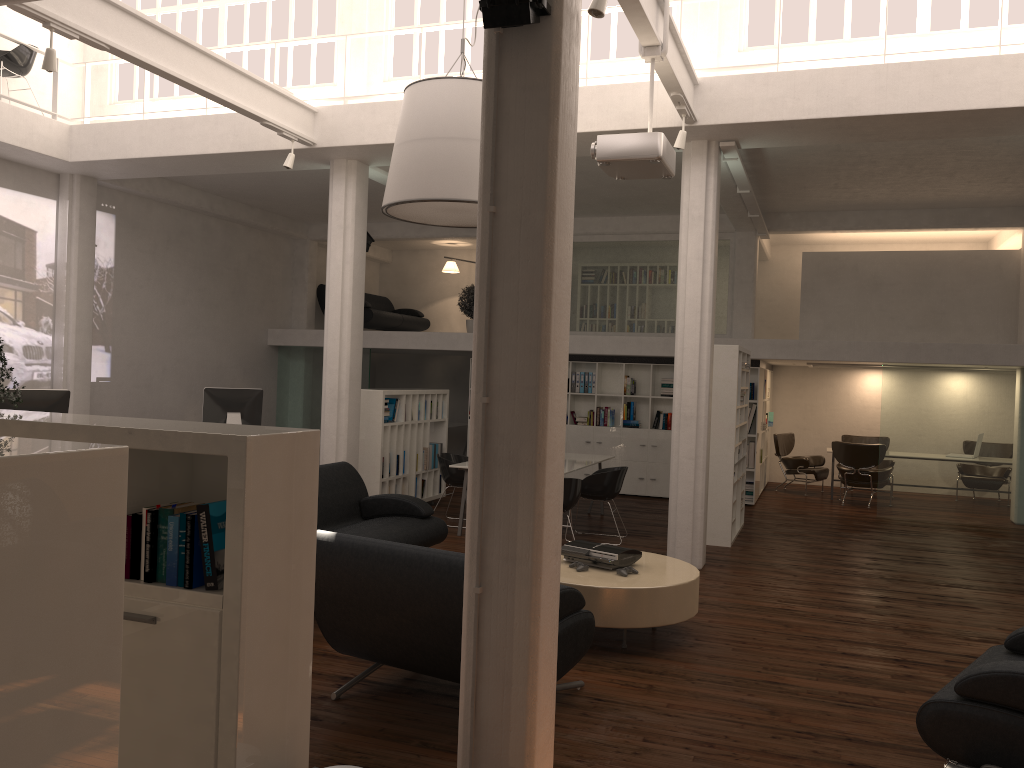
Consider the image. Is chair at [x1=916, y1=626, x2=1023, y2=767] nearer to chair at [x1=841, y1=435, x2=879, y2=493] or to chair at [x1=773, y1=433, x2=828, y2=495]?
chair at [x1=773, y1=433, x2=828, y2=495]

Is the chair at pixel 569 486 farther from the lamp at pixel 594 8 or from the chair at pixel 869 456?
the chair at pixel 869 456

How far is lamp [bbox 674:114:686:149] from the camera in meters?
9.2 m

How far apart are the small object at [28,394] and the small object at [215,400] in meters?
3.2

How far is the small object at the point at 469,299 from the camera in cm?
1866

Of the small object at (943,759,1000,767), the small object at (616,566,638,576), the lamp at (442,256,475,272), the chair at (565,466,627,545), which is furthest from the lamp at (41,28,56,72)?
the lamp at (442,256,475,272)

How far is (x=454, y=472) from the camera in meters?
12.6 m

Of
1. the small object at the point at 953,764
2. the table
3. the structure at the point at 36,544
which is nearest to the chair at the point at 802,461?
the table

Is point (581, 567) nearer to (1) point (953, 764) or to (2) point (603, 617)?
(2) point (603, 617)

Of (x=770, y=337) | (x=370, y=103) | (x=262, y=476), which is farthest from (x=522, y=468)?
(x=770, y=337)
